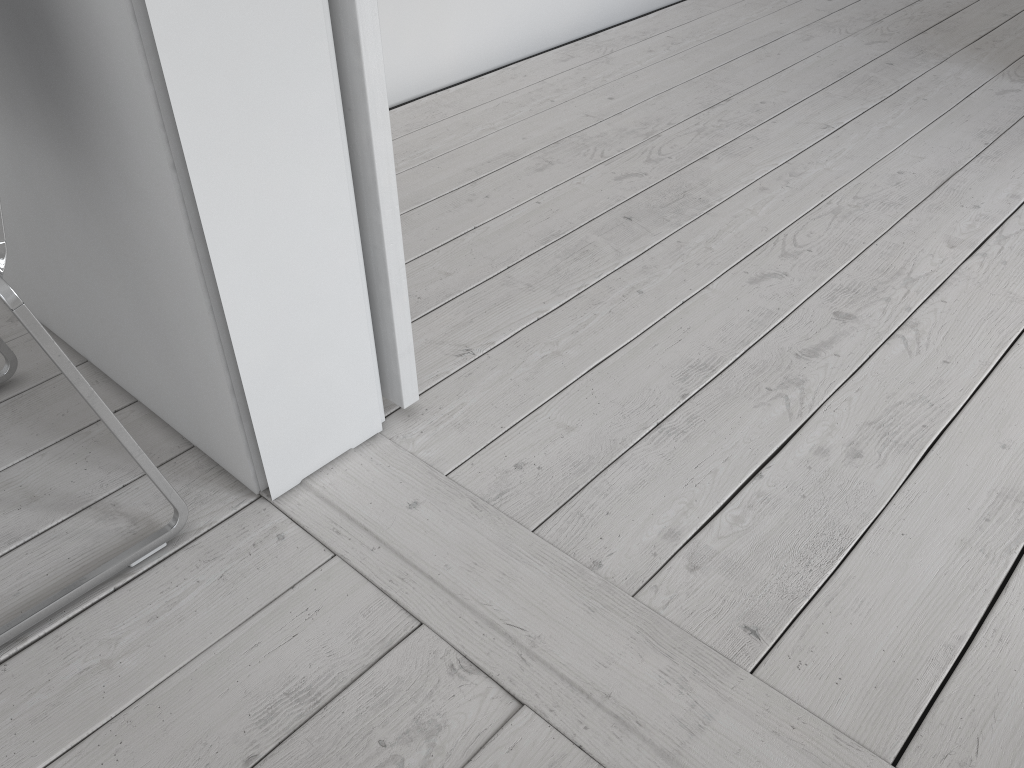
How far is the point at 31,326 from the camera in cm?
98

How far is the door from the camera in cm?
108

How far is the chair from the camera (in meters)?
0.98

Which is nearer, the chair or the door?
the chair

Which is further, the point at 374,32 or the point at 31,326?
the point at 374,32

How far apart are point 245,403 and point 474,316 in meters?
0.6

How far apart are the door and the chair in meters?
0.4 m

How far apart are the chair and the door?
0.36m

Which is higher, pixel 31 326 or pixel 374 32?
pixel 374 32

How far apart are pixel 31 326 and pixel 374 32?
0.52m
